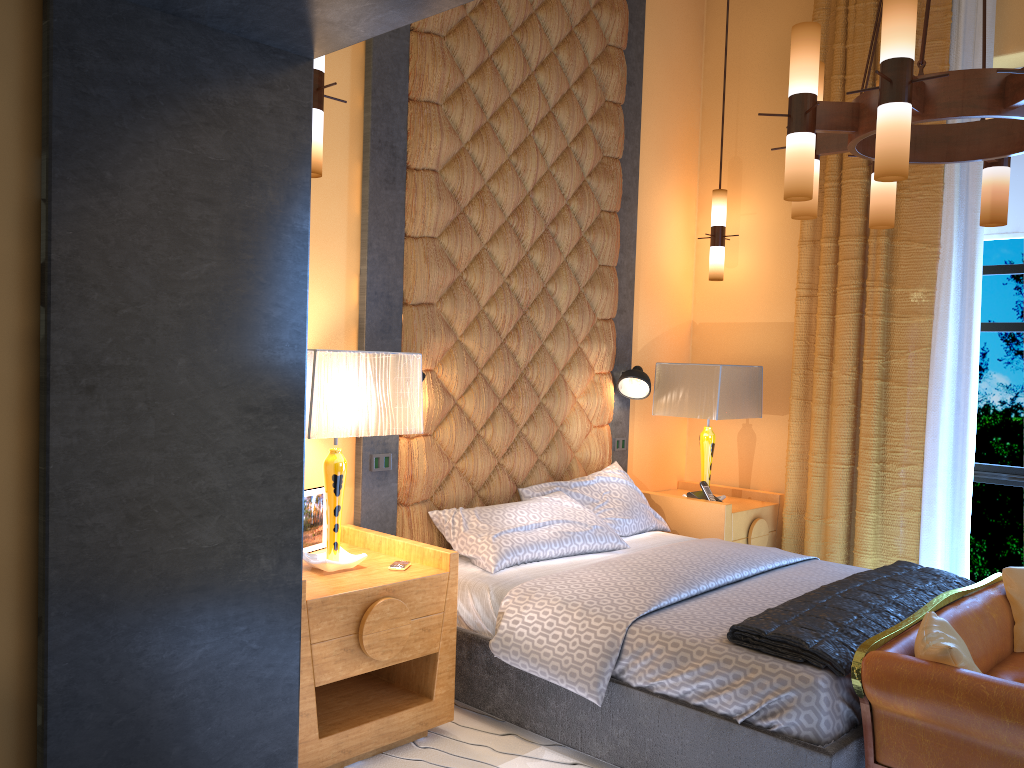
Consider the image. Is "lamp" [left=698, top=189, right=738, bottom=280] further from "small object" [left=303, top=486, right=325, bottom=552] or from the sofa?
"small object" [left=303, top=486, right=325, bottom=552]

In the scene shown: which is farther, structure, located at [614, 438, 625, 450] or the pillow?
structure, located at [614, 438, 625, 450]

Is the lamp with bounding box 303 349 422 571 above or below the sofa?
above

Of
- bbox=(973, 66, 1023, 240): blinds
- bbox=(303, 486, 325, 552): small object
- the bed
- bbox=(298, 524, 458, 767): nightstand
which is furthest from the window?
bbox=(303, 486, 325, 552): small object

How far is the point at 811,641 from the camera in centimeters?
268cm

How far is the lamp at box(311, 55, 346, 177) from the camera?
2.7 meters

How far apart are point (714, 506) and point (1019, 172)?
2.3m

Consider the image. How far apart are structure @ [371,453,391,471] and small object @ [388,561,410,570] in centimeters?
60cm

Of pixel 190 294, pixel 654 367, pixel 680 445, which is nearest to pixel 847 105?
pixel 190 294

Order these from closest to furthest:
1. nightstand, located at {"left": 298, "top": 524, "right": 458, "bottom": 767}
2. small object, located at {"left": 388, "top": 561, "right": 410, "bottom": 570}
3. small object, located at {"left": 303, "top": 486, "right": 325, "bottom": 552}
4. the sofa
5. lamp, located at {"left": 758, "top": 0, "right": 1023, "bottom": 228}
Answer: the sofa < lamp, located at {"left": 758, "top": 0, "right": 1023, "bottom": 228} < nightstand, located at {"left": 298, "top": 524, "right": 458, "bottom": 767} < small object, located at {"left": 388, "top": 561, "right": 410, "bottom": 570} < small object, located at {"left": 303, "top": 486, "right": 325, "bottom": 552}
